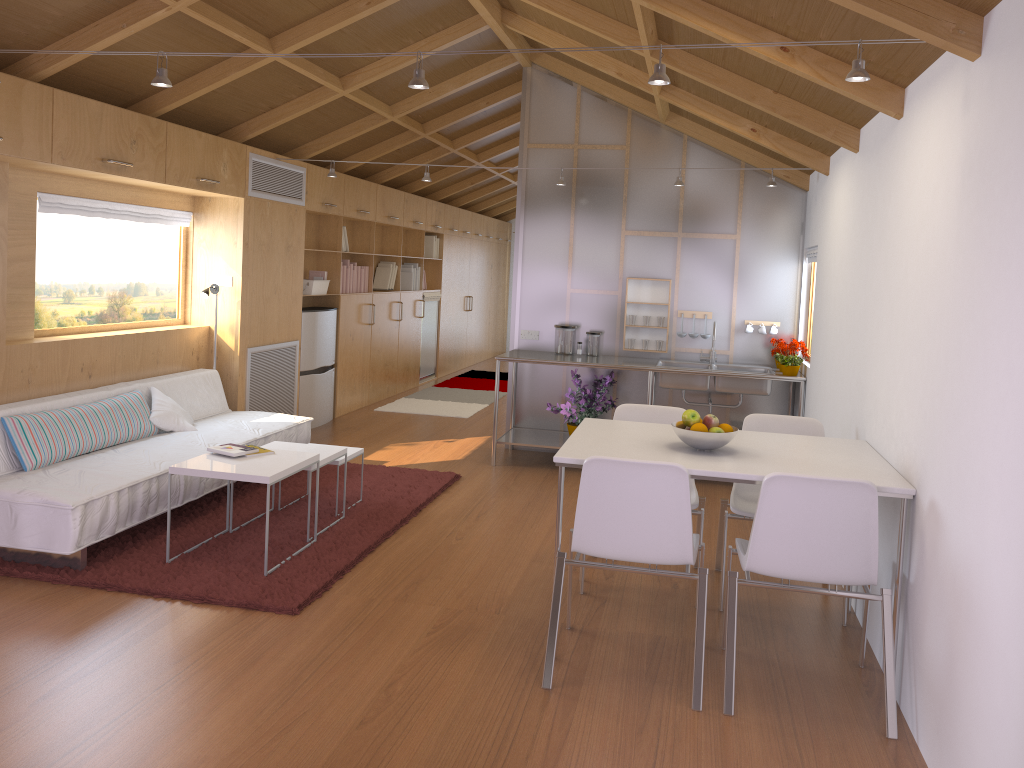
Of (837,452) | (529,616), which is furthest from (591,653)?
(837,452)

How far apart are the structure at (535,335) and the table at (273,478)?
2.81m

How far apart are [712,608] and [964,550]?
1.57m

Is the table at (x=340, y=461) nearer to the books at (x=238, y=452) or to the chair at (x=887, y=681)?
the books at (x=238, y=452)

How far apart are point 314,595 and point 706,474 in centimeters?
175cm

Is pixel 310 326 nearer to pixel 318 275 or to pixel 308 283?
pixel 308 283

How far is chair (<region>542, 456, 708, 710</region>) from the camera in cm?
300

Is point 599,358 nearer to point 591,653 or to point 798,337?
point 798,337

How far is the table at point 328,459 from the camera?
4.6 meters

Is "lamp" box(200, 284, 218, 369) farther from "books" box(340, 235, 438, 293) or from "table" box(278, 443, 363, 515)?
"books" box(340, 235, 438, 293)
